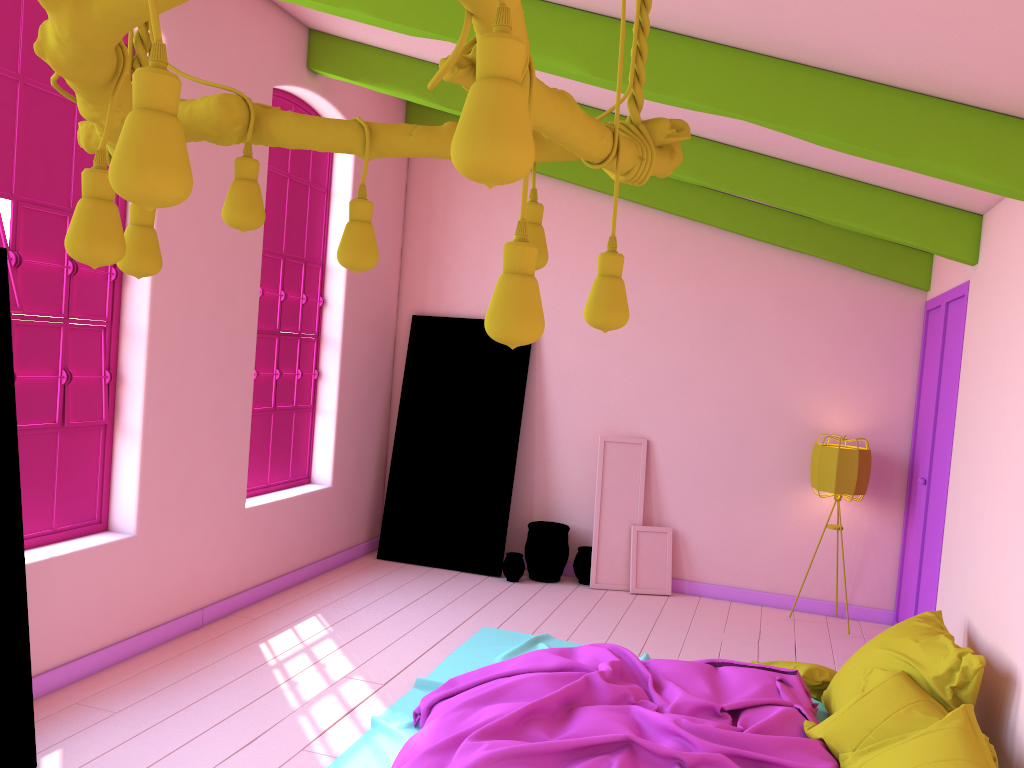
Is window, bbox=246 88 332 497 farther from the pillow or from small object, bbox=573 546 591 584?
the pillow

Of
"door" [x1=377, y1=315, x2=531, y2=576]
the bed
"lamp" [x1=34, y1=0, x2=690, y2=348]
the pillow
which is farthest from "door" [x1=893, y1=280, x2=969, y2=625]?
"lamp" [x1=34, y1=0, x2=690, y2=348]

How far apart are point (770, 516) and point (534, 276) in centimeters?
632cm

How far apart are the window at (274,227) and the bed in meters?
2.0

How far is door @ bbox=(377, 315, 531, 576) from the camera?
7.7m

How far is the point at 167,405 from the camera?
5.3m

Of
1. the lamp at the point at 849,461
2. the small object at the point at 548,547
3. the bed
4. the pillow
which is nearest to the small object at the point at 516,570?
the small object at the point at 548,547

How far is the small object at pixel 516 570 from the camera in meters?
7.4

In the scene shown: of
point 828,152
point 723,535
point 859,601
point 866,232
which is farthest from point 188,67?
point 859,601

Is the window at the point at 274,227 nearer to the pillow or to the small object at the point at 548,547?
the small object at the point at 548,547
